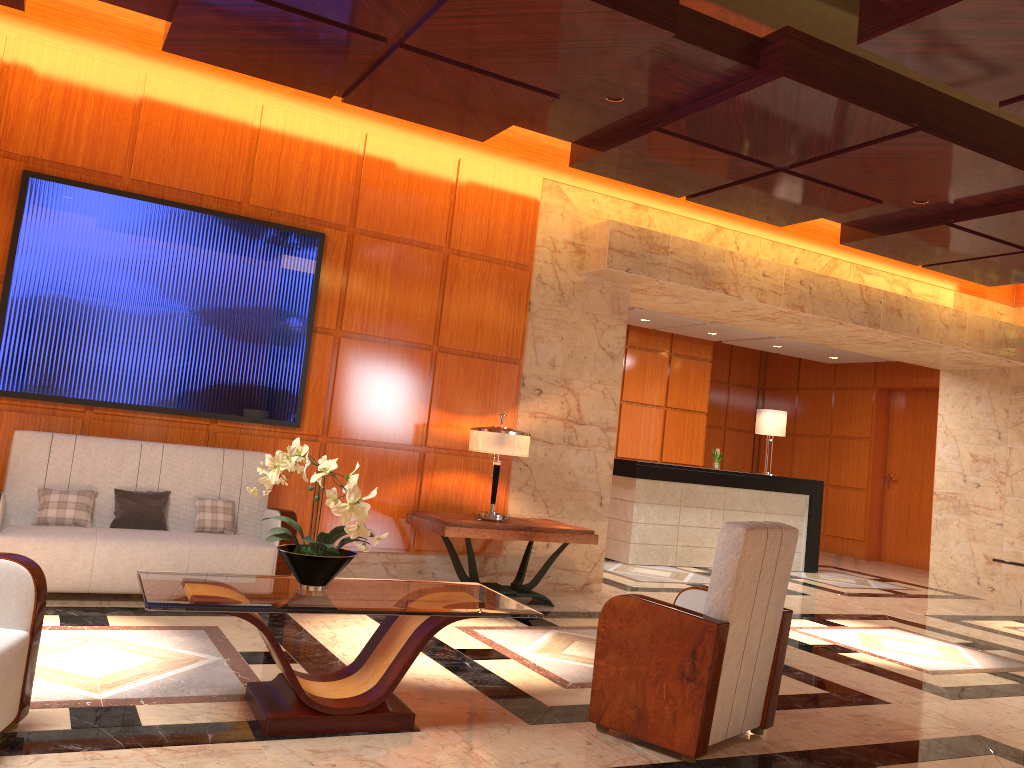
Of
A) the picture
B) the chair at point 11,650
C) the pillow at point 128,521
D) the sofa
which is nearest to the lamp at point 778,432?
the picture

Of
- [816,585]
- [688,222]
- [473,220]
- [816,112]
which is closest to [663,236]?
[688,222]

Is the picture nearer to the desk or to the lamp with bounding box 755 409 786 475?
the desk

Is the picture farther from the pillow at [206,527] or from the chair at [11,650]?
the chair at [11,650]

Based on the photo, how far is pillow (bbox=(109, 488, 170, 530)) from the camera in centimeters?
554cm

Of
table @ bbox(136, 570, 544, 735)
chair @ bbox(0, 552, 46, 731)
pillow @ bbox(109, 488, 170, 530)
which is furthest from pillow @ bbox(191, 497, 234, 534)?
chair @ bbox(0, 552, 46, 731)

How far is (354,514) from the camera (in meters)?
3.44

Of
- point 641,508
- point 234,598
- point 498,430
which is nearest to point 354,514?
point 234,598

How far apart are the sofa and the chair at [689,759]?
2.61m

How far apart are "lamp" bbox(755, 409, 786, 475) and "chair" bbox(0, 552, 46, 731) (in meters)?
9.38
